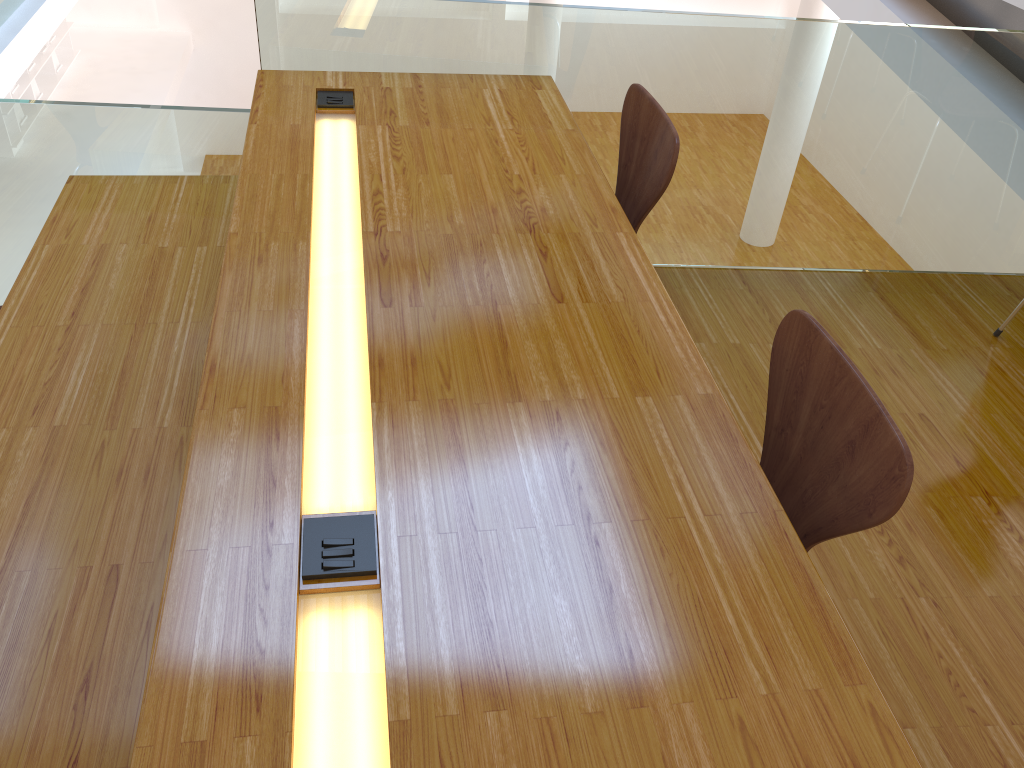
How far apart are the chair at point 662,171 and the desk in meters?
0.1

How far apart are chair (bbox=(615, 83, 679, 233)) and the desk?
0.1 meters

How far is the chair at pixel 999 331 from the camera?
2.63m

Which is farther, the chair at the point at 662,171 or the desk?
the chair at the point at 662,171

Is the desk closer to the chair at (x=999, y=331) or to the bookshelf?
the chair at (x=999, y=331)

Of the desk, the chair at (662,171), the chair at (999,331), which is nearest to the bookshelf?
the desk

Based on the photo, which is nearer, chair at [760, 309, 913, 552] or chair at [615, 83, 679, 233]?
chair at [760, 309, 913, 552]

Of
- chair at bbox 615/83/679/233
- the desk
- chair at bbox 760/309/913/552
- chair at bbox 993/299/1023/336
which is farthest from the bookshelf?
chair at bbox 760/309/913/552

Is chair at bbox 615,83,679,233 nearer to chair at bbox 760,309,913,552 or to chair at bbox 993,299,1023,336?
chair at bbox 760,309,913,552

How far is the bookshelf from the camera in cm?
924
